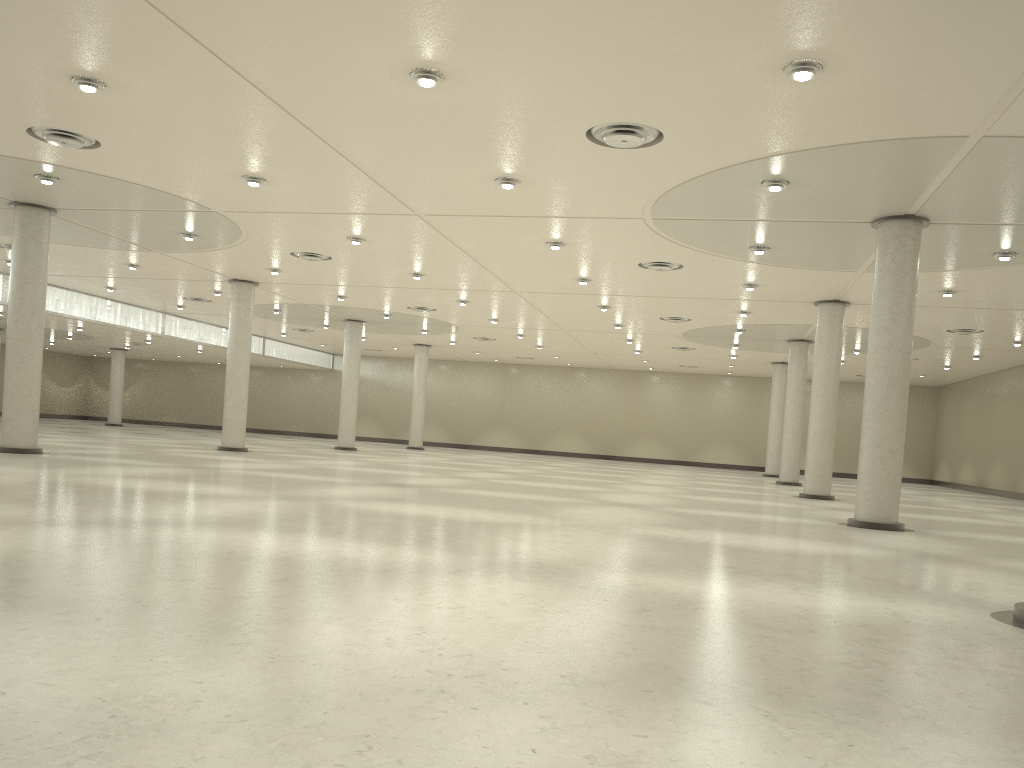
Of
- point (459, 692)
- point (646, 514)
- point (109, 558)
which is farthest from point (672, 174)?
point (459, 692)

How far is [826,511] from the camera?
44.7 meters
